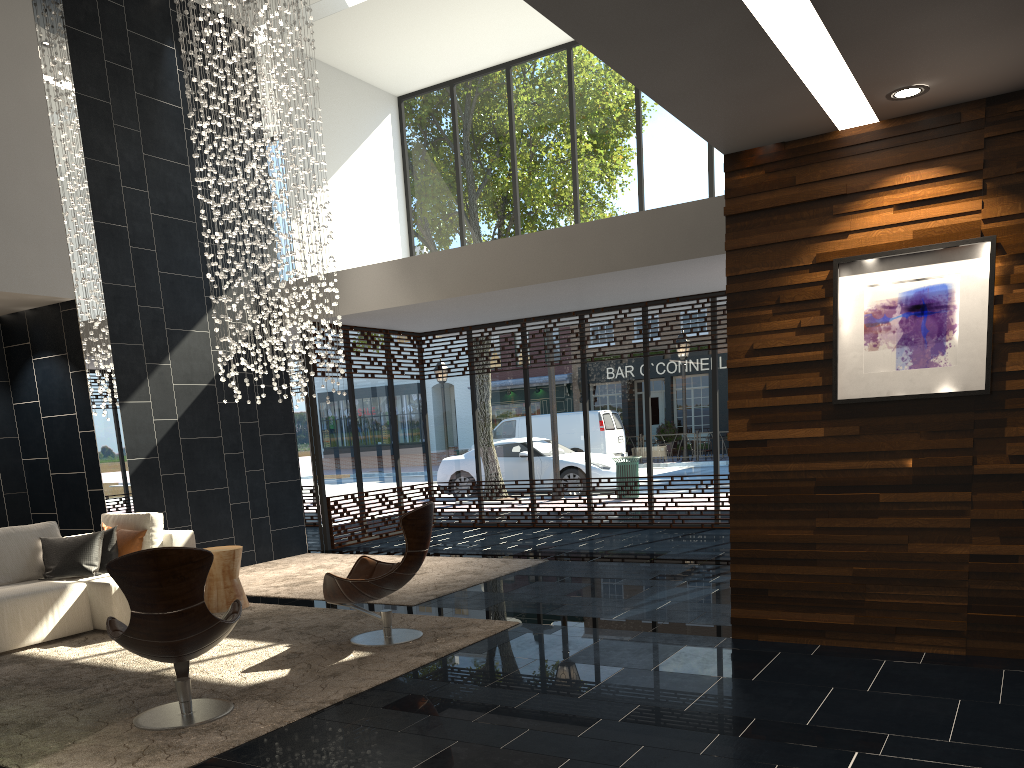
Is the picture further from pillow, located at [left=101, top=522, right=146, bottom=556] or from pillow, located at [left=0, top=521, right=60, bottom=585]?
pillow, located at [left=0, top=521, right=60, bottom=585]

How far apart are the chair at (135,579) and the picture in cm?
341

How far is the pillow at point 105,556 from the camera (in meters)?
6.82

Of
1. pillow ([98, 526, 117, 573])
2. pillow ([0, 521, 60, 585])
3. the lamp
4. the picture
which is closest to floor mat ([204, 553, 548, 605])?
pillow ([98, 526, 117, 573])

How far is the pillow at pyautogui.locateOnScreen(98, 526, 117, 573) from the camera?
6.82m

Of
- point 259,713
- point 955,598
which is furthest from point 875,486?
point 259,713

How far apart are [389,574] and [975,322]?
3.7m

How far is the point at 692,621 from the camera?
5.7 meters

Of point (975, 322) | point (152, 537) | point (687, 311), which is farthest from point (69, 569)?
point (687, 311)

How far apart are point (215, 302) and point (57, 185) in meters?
2.0 m
